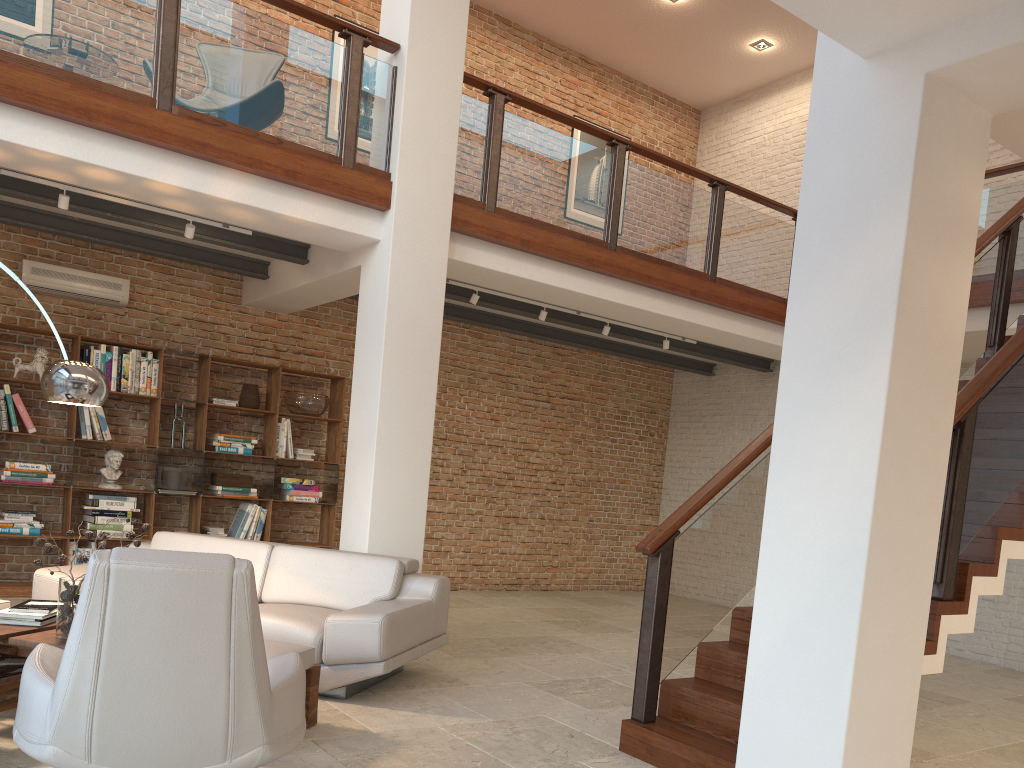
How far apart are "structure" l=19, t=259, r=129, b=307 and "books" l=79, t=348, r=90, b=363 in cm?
52

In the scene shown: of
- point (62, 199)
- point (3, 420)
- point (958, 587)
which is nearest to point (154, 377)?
point (3, 420)

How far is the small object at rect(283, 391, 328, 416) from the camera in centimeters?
843cm

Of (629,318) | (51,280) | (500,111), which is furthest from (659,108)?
(51,280)

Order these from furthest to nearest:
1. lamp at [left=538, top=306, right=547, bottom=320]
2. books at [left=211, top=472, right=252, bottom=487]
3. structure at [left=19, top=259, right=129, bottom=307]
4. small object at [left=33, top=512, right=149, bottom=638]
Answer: books at [left=211, top=472, right=252, bottom=487]
lamp at [left=538, top=306, right=547, bottom=320]
structure at [left=19, top=259, right=129, bottom=307]
small object at [left=33, top=512, right=149, bottom=638]

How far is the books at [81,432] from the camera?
7.4 meters

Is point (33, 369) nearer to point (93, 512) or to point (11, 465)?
point (11, 465)

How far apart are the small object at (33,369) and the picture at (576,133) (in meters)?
6.61

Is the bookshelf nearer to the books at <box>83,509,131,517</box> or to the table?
the books at <box>83,509,131,517</box>

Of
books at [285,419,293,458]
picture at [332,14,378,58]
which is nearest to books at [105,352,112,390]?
books at [285,419,293,458]
